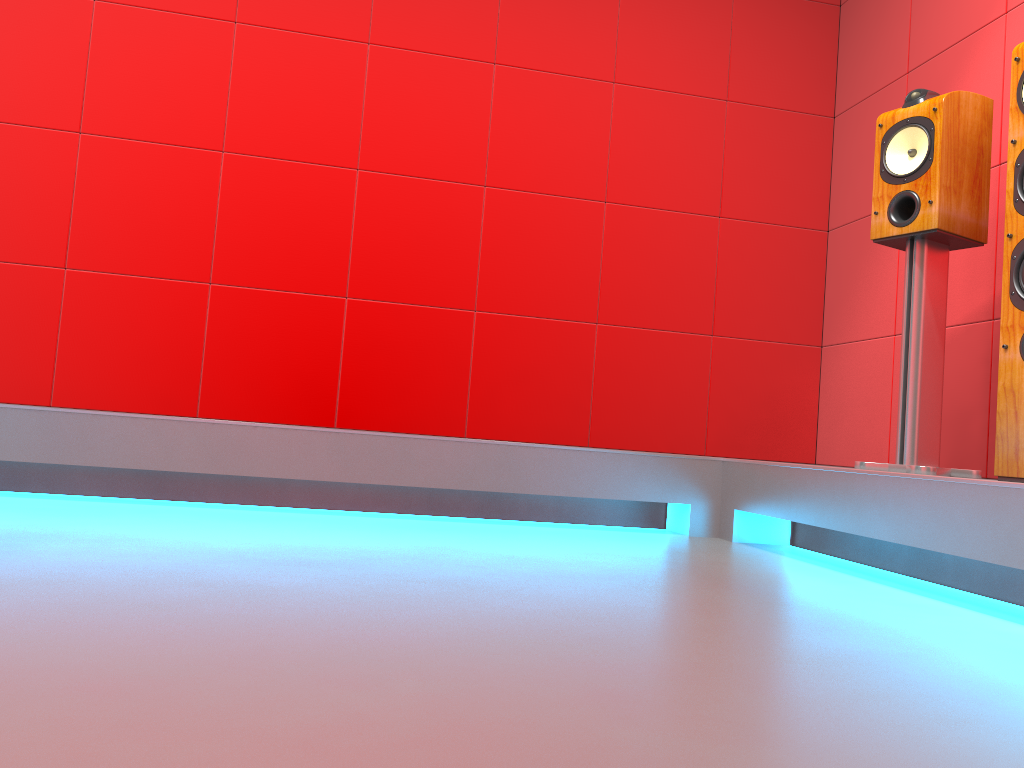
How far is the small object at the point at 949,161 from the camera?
2.3m

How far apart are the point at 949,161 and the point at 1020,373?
0.70m

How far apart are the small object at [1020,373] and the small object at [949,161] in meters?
0.3

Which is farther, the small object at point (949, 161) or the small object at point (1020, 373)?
the small object at point (949, 161)

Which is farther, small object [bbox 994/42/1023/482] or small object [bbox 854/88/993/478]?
small object [bbox 854/88/993/478]

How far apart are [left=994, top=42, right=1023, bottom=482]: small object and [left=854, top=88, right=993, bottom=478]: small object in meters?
0.3

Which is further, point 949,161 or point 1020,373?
point 949,161

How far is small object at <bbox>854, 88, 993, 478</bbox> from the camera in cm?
234

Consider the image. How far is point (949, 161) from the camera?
2.3m
